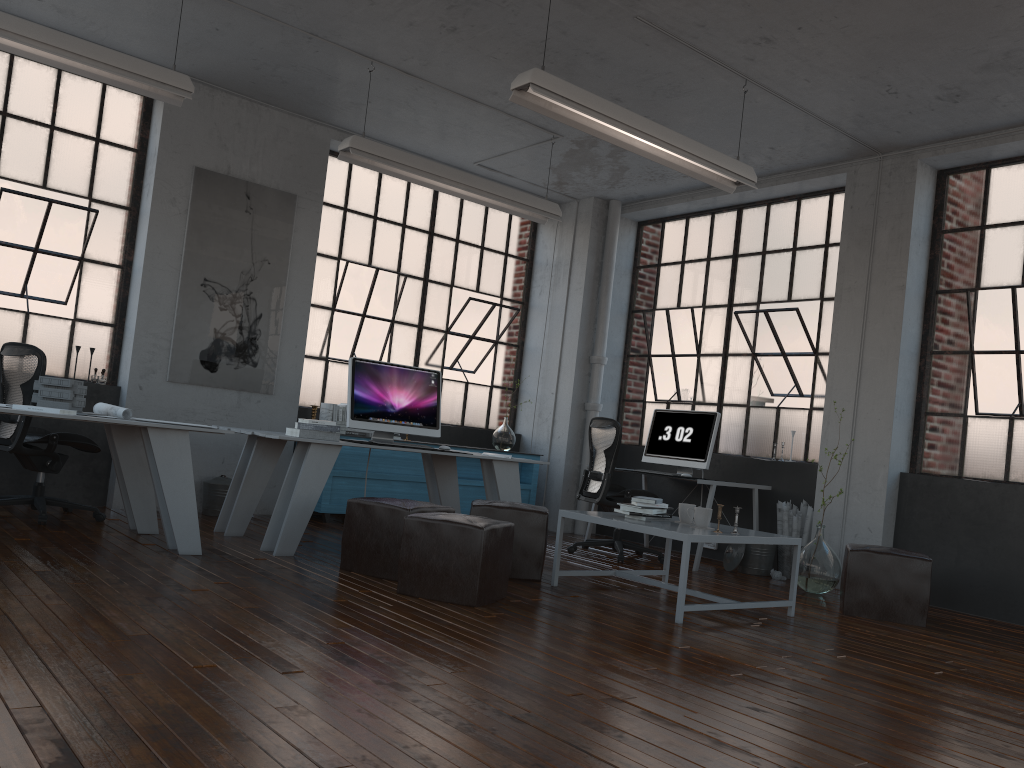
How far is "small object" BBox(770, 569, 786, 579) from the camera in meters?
6.6 m

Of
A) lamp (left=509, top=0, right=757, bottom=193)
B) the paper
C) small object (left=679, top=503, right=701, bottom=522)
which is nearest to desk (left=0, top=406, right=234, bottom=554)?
the paper

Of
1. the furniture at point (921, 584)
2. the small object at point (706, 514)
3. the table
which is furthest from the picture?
the furniture at point (921, 584)

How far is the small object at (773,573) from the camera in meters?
6.6 m

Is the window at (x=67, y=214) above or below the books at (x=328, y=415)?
above

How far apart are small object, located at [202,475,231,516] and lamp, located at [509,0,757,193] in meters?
3.7 m

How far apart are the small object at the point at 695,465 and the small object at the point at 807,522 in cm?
65

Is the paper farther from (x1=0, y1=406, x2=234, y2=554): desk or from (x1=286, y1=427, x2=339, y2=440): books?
(x1=286, y1=427, x2=339, y2=440): books

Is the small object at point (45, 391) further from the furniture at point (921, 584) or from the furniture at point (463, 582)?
the furniture at point (921, 584)

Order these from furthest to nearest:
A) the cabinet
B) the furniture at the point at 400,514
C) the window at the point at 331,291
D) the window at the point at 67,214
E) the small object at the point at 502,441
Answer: the small object at the point at 502,441, the window at the point at 331,291, the cabinet, the window at the point at 67,214, the furniture at the point at 400,514
